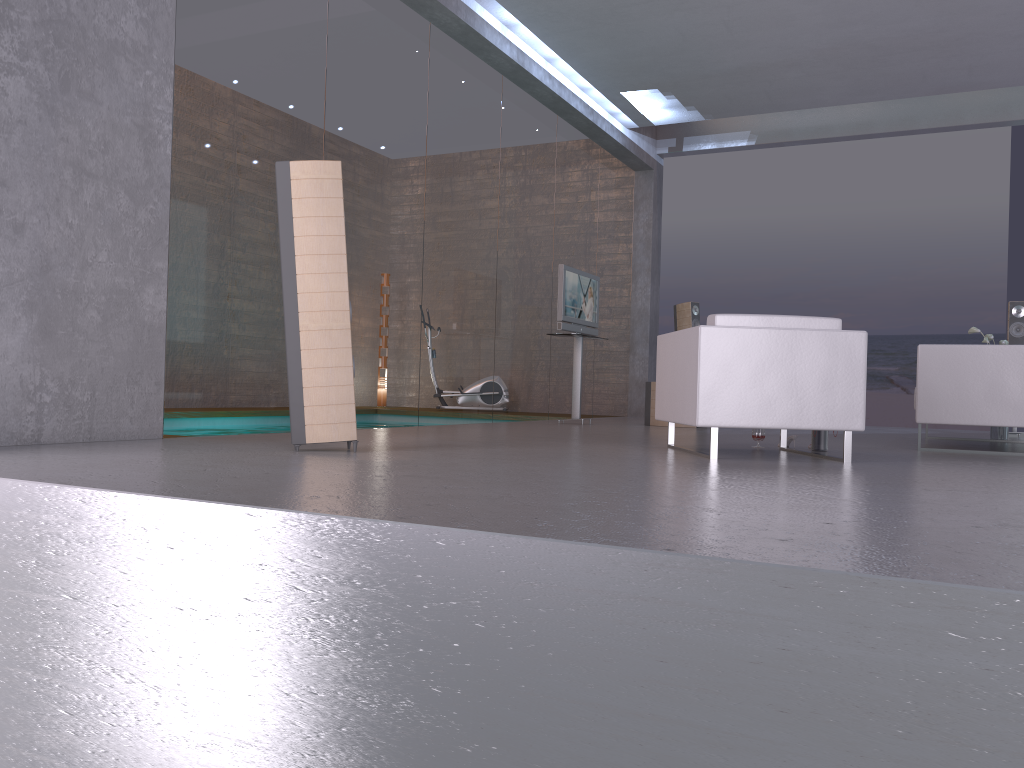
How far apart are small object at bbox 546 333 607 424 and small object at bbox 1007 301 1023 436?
4.3 meters

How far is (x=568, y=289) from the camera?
8.82m

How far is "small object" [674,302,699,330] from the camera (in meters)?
10.88

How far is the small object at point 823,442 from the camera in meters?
5.7

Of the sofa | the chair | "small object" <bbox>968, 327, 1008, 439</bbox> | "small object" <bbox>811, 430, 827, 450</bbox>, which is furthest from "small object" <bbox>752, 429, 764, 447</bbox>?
"small object" <bbox>968, 327, 1008, 439</bbox>

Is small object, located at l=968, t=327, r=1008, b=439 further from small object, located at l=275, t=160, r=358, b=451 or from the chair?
small object, located at l=275, t=160, r=358, b=451

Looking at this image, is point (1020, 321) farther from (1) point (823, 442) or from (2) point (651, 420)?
(1) point (823, 442)

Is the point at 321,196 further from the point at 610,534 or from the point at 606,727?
the point at 606,727

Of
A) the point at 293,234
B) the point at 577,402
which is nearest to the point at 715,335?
the point at 293,234

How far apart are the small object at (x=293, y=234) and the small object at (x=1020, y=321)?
7.3m
